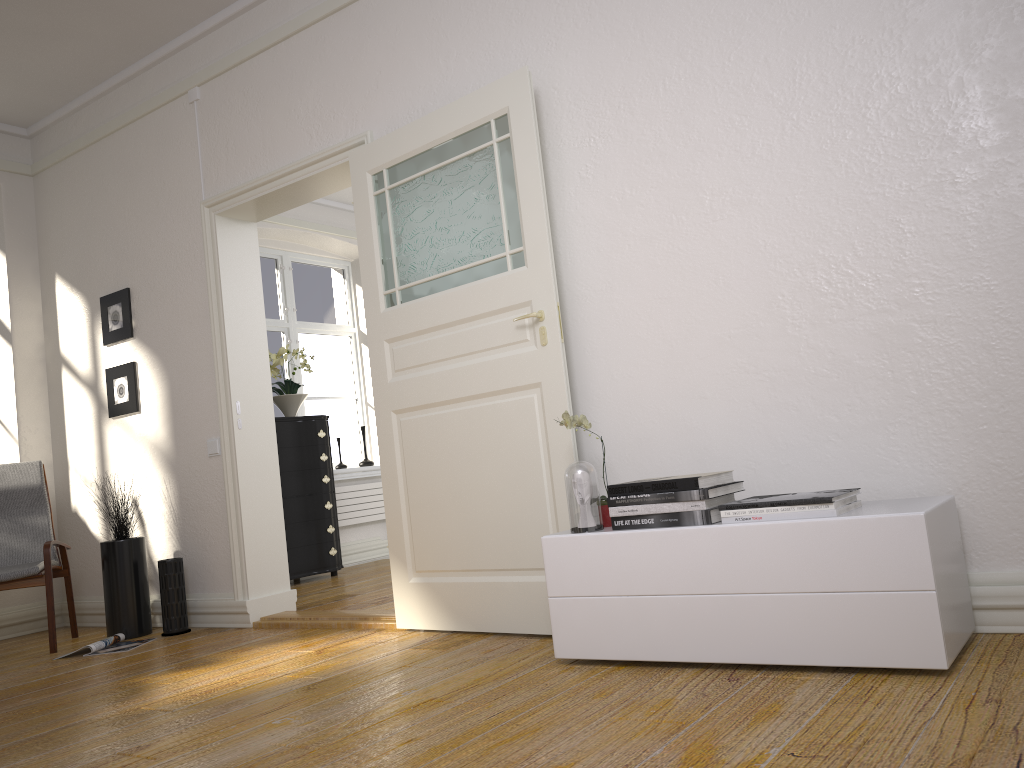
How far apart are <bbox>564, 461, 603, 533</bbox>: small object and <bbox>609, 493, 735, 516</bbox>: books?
0.09m

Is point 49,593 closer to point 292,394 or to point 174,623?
point 174,623

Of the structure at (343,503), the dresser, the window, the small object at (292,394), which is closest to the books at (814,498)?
the dresser

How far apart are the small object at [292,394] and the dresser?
0.2 meters

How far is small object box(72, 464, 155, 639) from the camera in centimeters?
471cm

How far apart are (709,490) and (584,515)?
0.44m

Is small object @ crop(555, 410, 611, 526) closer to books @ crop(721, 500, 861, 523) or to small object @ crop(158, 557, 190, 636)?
books @ crop(721, 500, 861, 523)

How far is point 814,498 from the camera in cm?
243

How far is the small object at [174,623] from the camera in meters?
4.7

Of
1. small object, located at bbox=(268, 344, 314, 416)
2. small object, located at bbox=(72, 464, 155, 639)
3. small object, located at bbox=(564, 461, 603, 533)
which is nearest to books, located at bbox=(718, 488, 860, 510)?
small object, located at bbox=(564, 461, 603, 533)
